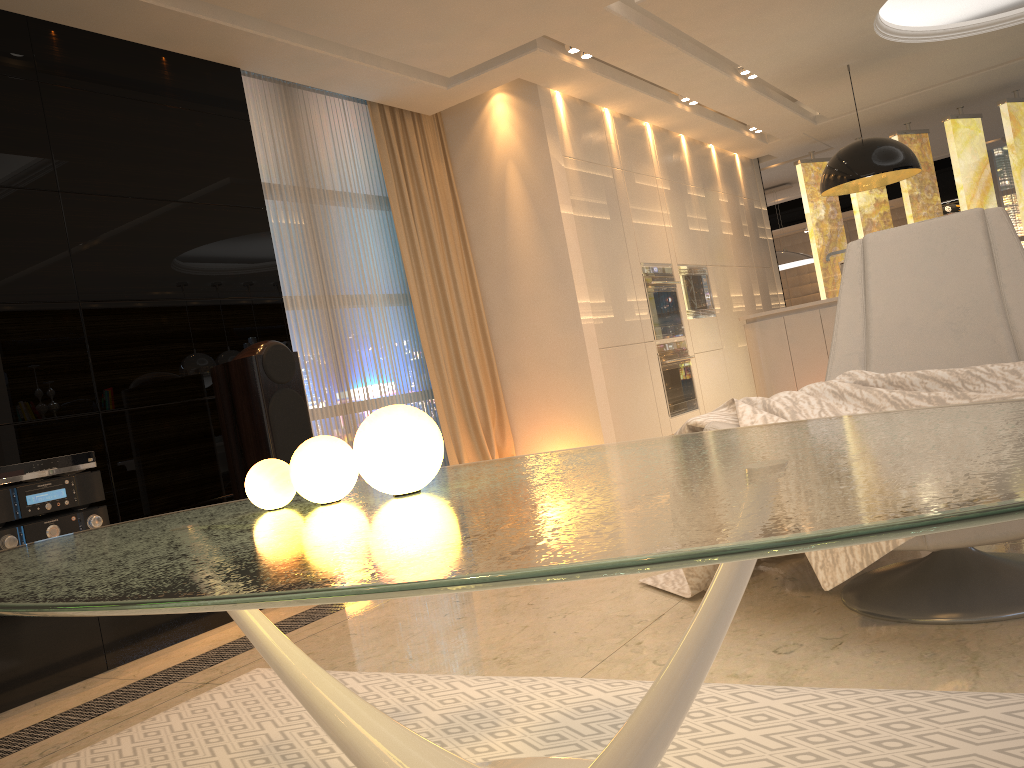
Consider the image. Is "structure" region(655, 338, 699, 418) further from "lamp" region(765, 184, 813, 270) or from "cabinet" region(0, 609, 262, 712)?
"lamp" region(765, 184, 813, 270)

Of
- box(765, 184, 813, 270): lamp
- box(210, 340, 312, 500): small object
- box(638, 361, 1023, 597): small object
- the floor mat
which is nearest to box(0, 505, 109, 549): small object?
box(210, 340, 312, 500): small object

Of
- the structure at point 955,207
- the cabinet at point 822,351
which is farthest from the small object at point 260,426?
the structure at point 955,207

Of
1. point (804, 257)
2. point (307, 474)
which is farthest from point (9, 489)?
point (804, 257)

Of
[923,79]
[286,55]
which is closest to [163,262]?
[286,55]

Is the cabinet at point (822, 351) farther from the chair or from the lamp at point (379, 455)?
the lamp at point (379, 455)

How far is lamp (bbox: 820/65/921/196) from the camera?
6.3m

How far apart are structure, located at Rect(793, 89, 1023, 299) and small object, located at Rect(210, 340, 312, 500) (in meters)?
6.61

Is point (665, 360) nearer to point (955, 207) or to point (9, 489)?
point (9, 489)

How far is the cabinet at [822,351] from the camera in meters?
5.1 m
